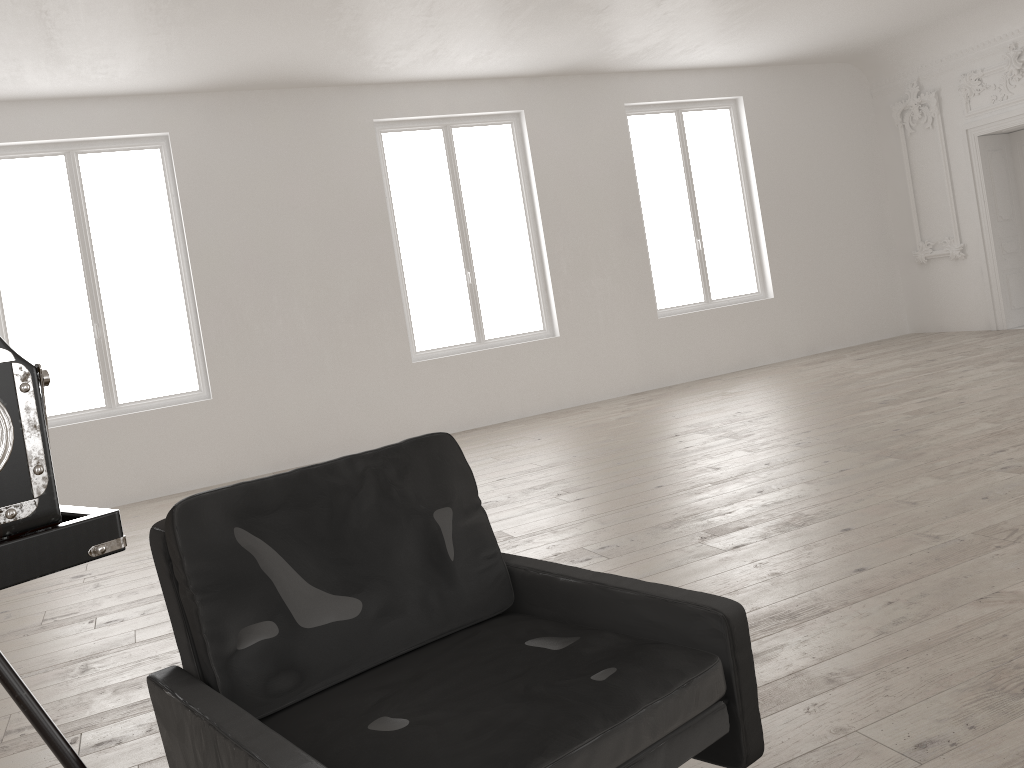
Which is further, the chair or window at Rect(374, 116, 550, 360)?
window at Rect(374, 116, 550, 360)

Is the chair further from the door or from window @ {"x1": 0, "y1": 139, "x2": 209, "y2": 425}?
the door

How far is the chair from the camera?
1.68m

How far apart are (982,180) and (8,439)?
11.7m

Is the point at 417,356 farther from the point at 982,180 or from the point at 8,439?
the point at 8,439

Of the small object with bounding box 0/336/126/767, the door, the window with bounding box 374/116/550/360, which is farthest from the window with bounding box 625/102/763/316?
the small object with bounding box 0/336/126/767

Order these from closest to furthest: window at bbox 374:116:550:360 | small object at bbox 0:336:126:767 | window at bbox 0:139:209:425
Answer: small object at bbox 0:336:126:767
window at bbox 0:139:209:425
window at bbox 374:116:550:360

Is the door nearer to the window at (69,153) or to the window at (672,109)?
the window at (672,109)

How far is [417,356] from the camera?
9.6 meters

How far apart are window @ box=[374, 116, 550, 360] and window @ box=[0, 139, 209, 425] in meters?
2.1 m
